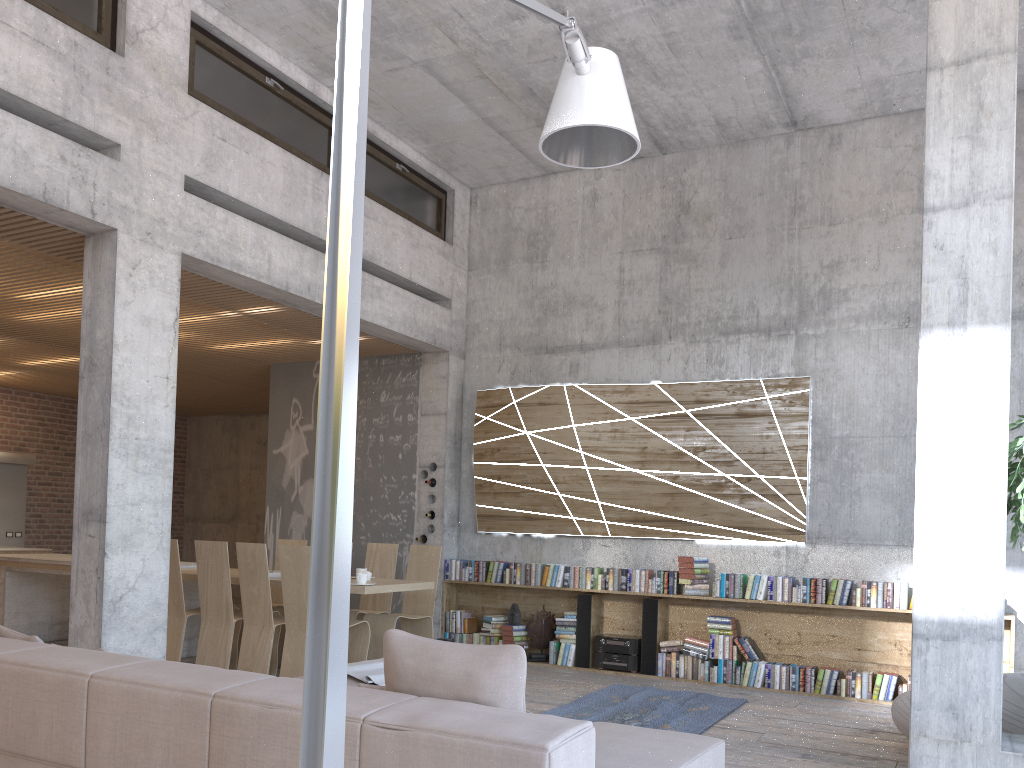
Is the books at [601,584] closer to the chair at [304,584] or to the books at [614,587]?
the books at [614,587]

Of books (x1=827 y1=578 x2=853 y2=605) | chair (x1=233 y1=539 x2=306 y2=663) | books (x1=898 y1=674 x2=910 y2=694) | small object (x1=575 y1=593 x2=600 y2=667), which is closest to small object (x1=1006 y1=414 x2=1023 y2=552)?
books (x1=827 y1=578 x2=853 y2=605)

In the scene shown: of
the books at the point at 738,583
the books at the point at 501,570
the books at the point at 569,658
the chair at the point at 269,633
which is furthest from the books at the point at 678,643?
the chair at the point at 269,633

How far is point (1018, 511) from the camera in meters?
4.3 m

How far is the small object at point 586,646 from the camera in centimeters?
836cm

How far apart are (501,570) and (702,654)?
2.2m

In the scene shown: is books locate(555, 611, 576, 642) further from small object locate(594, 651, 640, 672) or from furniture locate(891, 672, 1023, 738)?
furniture locate(891, 672, 1023, 738)

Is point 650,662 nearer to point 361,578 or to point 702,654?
point 702,654

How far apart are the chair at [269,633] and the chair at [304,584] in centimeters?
20cm

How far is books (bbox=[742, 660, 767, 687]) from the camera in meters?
7.6 m
